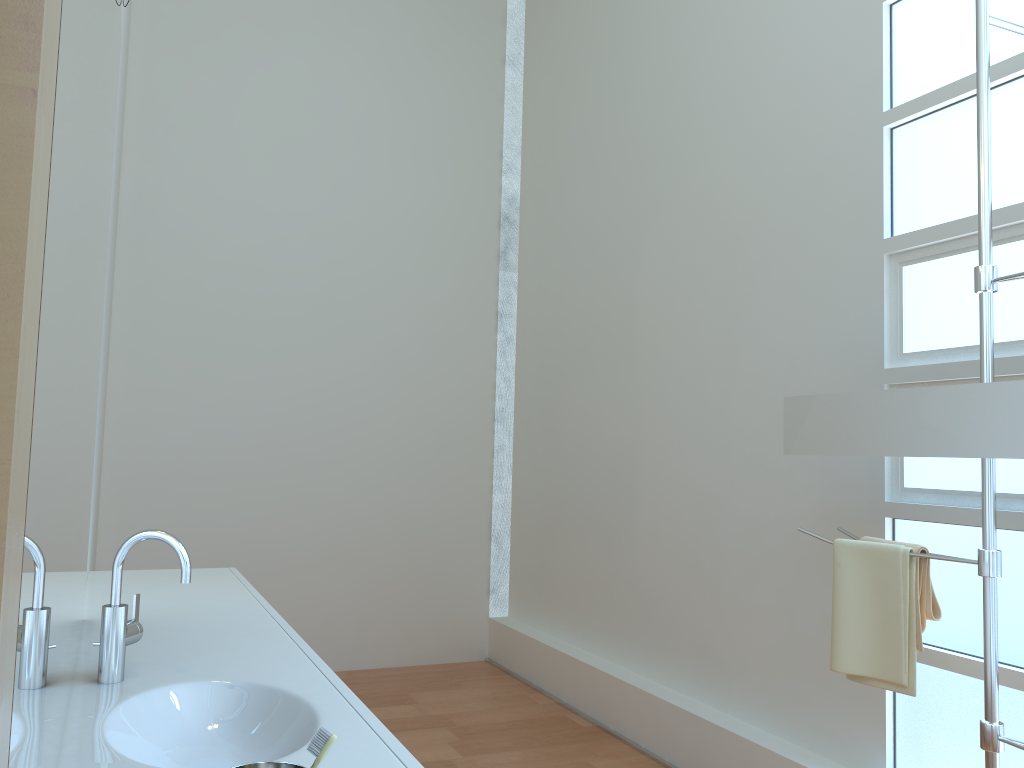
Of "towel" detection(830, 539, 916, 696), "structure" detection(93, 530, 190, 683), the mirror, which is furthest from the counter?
the mirror

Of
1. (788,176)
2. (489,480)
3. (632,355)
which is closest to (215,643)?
(788,176)

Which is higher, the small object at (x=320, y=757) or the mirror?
the mirror

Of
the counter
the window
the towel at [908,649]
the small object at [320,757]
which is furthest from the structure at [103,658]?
the window

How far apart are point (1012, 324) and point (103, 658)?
2.27m

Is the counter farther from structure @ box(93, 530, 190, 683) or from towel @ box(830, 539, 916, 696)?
towel @ box(830, 539, 916, 696)

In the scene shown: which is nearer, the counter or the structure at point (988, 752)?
the counter

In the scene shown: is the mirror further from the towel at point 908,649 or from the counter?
the counter

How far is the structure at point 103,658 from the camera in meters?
1.6

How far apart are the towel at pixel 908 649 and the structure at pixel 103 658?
1.6m
